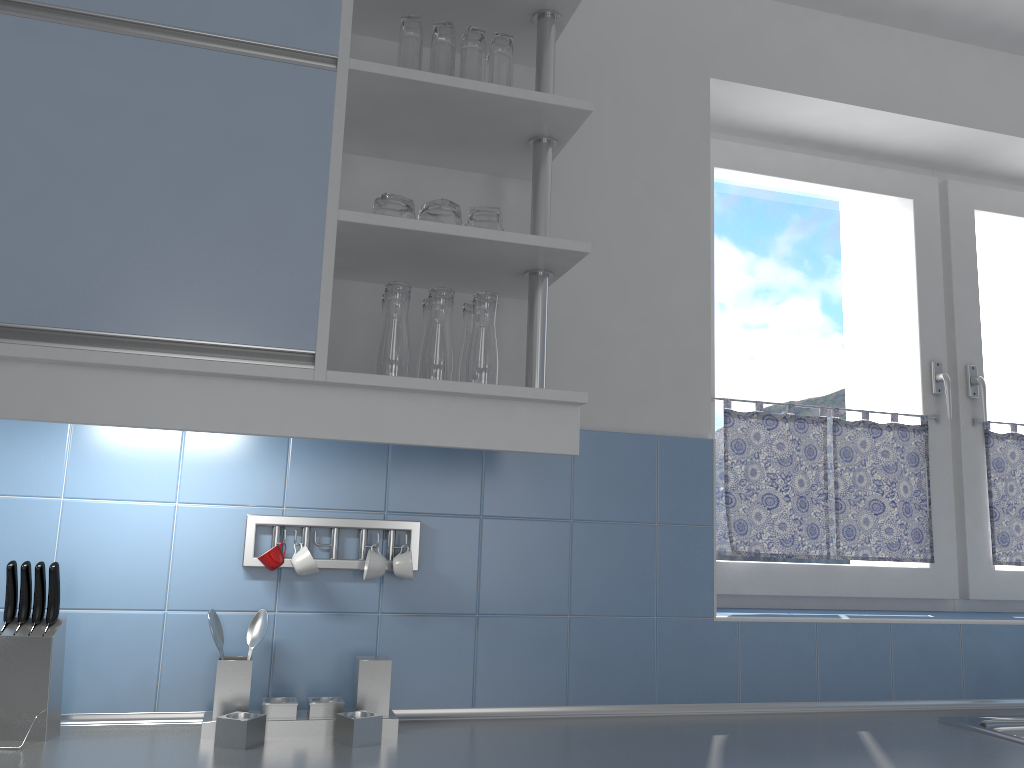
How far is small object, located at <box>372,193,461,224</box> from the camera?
1.63m

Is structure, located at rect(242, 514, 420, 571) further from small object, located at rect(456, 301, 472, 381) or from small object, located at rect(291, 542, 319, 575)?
small object, located at rect(456, 301, 472, 381)

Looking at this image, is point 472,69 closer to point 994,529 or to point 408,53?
point 408,53

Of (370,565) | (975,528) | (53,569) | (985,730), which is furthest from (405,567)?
(975,528)

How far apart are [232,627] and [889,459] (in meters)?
1.74

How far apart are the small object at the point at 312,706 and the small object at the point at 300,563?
0.2 meters

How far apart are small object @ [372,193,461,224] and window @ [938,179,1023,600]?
1.7m

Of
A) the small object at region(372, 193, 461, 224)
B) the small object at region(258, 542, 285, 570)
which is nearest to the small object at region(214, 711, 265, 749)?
the small object at region(258, 542, 285, 570)

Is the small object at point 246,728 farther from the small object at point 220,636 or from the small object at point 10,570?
the small object at point 10,570

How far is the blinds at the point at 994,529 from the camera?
2.5m
